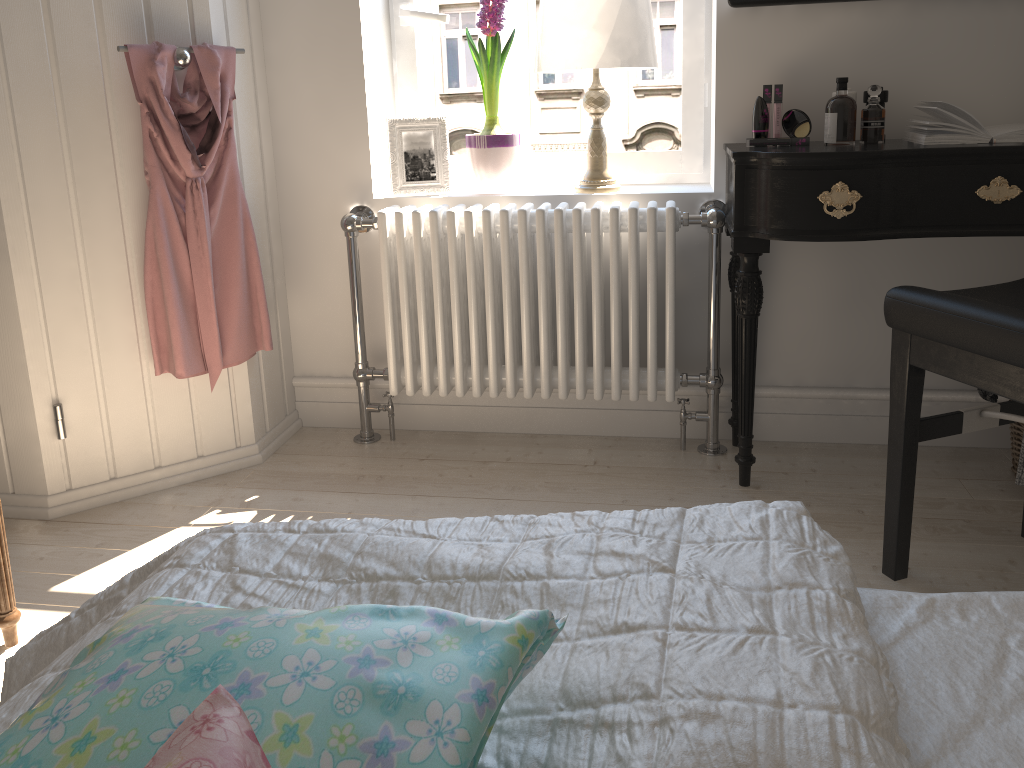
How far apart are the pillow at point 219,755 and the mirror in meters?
2.1 m

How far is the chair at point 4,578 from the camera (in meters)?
1.64

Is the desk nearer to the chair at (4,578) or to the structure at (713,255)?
the structure at (713,255)

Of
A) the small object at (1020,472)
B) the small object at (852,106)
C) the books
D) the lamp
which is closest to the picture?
the lamp

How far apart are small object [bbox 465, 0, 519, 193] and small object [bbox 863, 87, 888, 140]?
0.9 meters

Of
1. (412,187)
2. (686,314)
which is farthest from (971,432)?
(412,187)

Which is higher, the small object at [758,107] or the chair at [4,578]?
the small object at [758,107]

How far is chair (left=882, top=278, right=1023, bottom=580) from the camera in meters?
1.4

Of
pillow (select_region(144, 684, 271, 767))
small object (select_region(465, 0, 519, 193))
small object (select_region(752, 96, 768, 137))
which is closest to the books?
small object (select_region(752, 96, 768, 137))

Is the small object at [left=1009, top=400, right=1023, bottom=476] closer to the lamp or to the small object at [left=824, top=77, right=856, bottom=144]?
the small object at [left=824, top=77, right=856, bottom=144]
